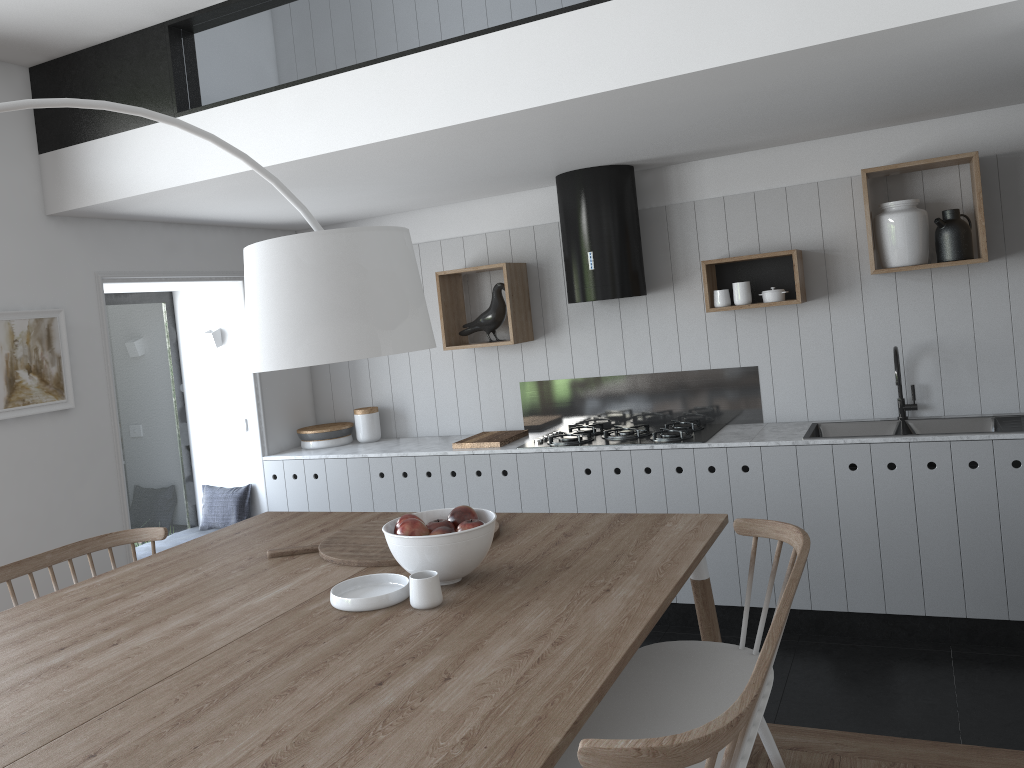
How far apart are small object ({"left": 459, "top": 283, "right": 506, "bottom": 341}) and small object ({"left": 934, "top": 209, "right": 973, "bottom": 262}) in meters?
2.2

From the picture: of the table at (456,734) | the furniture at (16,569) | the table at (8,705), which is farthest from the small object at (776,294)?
the furniture at (16,569)

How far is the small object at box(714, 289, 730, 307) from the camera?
4.4m

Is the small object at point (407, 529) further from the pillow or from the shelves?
the pillow

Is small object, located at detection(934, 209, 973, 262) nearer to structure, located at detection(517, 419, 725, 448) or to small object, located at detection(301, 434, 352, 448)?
structure, located at detection(517, 419, 725, 448)

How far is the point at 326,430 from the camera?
5.4m

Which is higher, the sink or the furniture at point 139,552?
the sink

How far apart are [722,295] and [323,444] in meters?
2.6 m

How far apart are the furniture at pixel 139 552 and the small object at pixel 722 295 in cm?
327

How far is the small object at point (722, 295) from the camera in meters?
4.4
